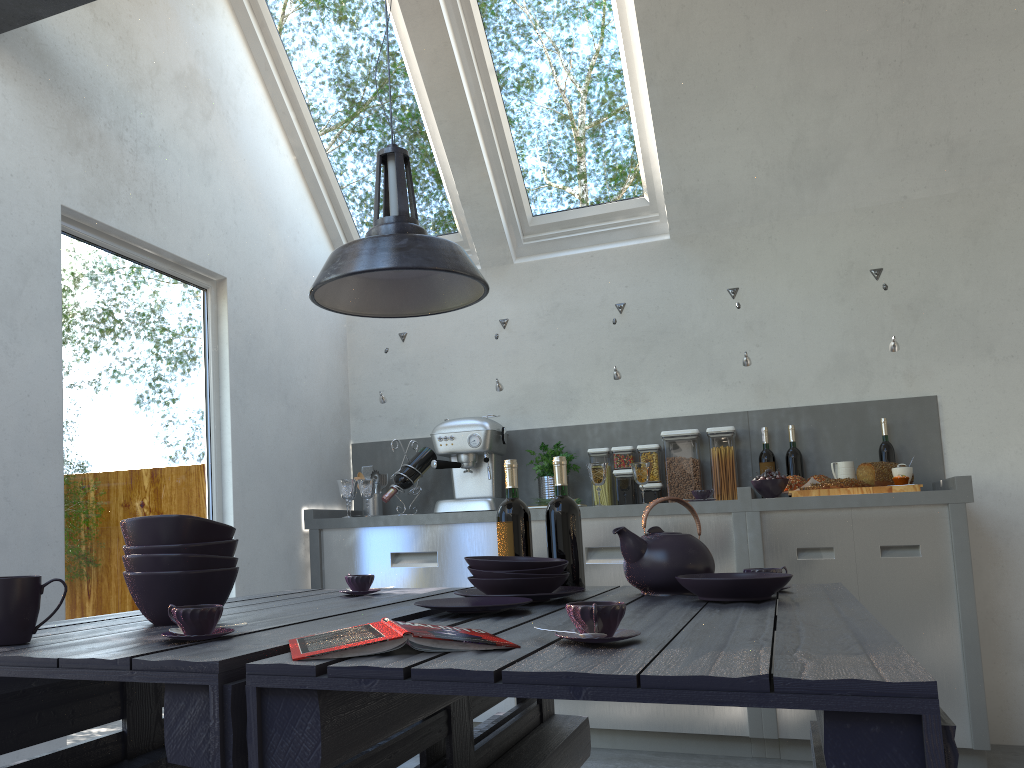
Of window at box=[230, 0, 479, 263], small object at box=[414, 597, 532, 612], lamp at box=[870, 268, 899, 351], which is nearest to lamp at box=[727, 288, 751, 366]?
lamp at box=[870, 268, 899, 351]

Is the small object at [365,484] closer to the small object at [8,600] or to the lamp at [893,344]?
the lamp at [893,344]

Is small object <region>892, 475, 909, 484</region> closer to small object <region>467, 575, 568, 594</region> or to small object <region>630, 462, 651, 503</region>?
small object <region>630, 462, 651, 503</region>

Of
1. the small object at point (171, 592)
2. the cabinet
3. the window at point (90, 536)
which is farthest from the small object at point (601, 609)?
the cabinet

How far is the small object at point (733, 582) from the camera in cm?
174

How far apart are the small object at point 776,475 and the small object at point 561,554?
1.7m

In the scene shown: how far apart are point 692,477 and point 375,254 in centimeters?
263cm

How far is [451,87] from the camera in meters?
4.2 m

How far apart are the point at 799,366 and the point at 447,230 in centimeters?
199cm

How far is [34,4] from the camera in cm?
260
